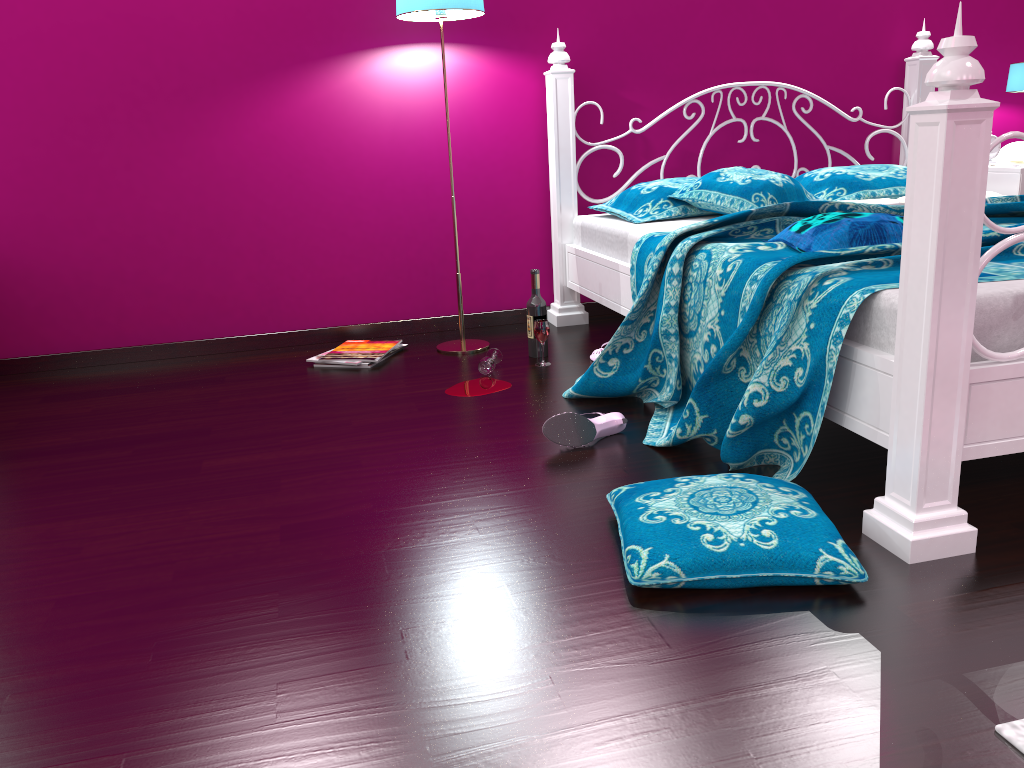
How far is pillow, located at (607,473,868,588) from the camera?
1.5m

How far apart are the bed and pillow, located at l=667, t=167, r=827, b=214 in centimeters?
4cm

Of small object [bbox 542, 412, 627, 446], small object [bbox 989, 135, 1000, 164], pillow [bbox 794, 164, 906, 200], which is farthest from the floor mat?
small object [bbox 989, 135, 1000, 164]

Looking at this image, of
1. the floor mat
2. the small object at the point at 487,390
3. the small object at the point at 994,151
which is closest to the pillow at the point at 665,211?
the small object at the point at 487,390

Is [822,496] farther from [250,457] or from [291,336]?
[291,336]

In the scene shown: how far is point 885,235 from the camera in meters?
2.1 m

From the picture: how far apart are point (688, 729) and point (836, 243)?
1.4m

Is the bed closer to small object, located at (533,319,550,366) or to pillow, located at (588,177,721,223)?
pillow, located at (588,177,721,223)

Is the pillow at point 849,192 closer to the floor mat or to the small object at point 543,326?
the small object at point 543,326

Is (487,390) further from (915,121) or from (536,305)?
(915,121)
